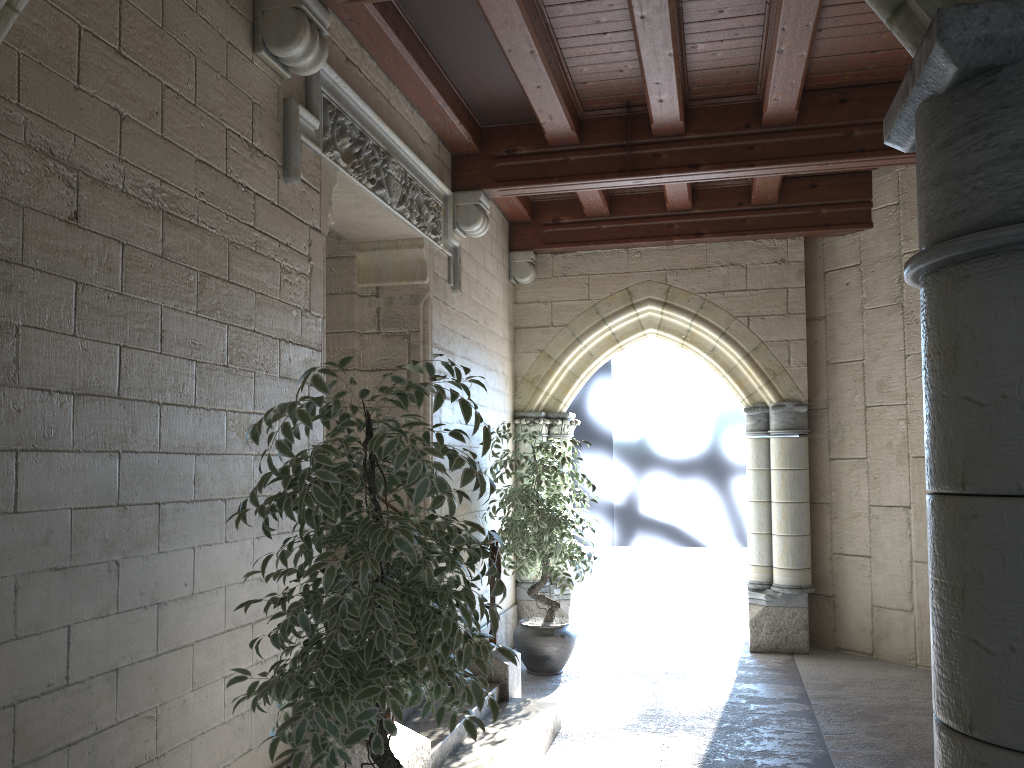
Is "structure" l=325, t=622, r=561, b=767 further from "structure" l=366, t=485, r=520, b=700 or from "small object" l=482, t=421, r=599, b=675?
"small object" l=482, t=421, r=599, b=675

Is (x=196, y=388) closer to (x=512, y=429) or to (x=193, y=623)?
(x=193, y=623)

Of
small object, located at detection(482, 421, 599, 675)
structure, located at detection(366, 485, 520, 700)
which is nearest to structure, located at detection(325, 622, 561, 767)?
structure, located at detection(366, 485, 520, 700)

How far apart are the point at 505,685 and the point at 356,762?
1.6m

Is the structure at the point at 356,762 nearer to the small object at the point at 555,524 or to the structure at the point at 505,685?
the structure at the point at 505,685

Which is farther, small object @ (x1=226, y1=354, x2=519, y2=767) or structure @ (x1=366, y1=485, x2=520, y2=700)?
structure @ (x1=366, y1=485, x2=520, y2=700)

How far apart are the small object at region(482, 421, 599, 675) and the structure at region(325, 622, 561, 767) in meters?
1.0 m

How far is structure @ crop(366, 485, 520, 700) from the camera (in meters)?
4.51

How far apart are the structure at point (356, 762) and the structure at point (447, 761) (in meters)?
0.21

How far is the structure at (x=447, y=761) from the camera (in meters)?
3.58
